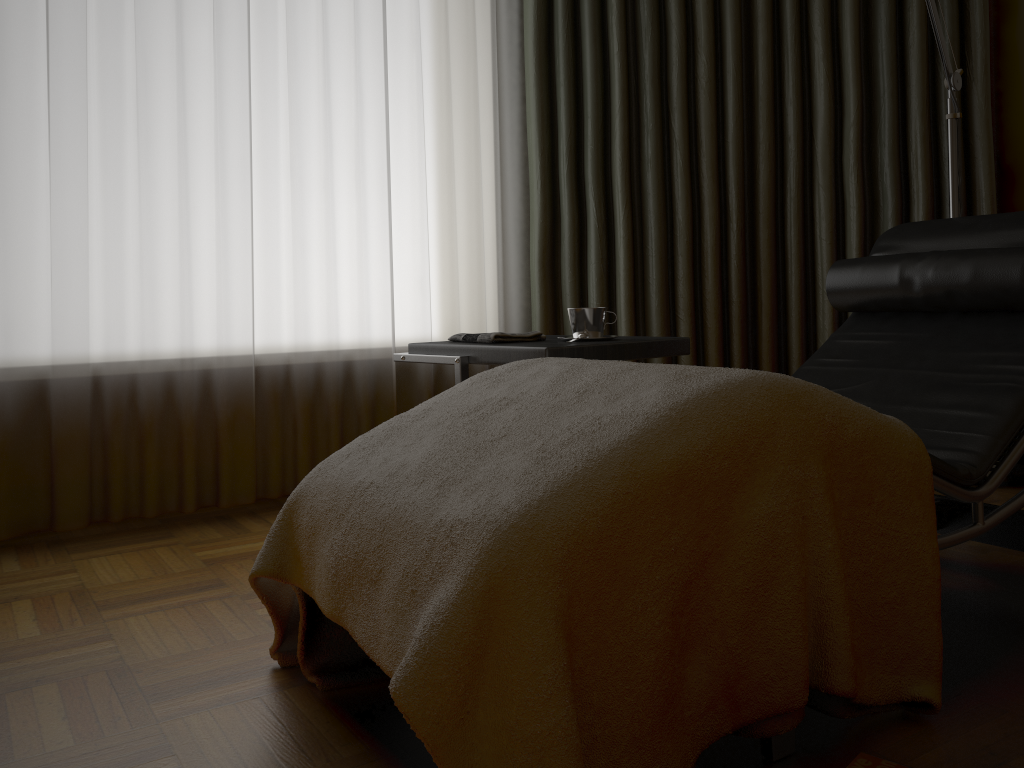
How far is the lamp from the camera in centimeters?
229cm

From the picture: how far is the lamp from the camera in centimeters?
229cm

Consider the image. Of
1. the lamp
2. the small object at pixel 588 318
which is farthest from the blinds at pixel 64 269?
the lamp

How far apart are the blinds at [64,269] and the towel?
0.64m

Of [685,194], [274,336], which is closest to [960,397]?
[685,194]

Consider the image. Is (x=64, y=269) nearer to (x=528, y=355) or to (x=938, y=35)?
(x=528, y=355)

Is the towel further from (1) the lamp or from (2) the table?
(1) the lamp

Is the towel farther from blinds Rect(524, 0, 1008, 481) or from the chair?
blinds Rect(524, 0, 1008, 481)

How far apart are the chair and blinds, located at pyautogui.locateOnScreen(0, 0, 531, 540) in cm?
125

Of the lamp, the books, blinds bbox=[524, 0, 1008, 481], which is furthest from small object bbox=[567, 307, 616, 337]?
the books
